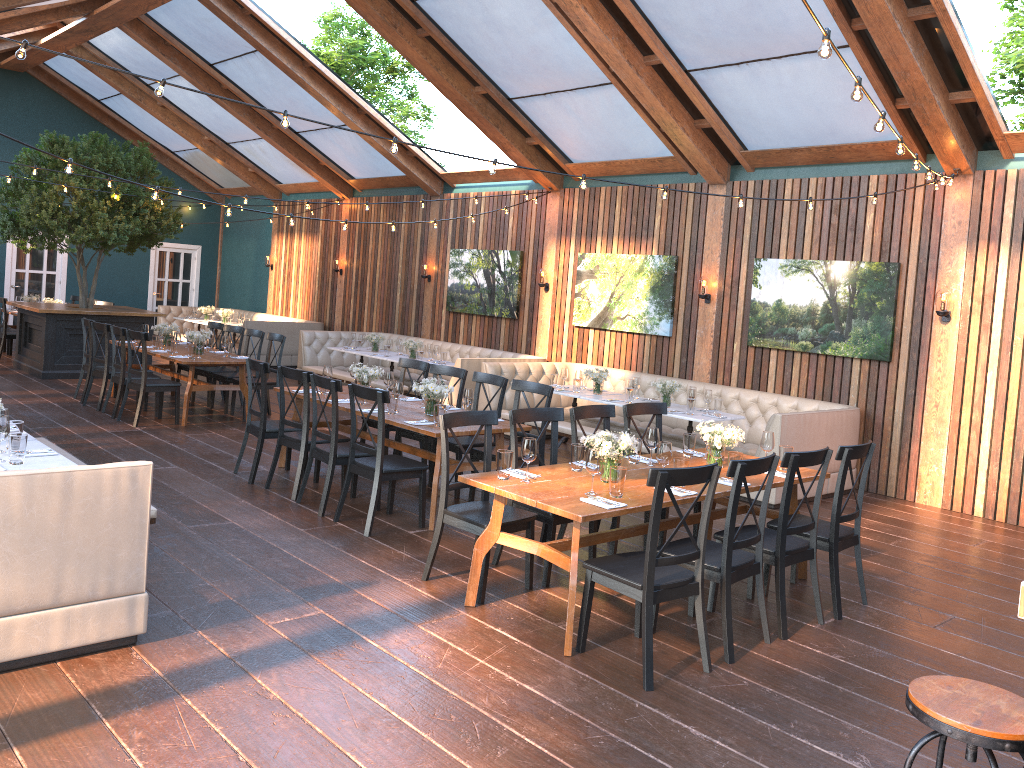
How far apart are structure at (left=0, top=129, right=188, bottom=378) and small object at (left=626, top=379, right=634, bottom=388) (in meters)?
7.63

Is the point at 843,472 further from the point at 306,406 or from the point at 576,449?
the point at 306,406

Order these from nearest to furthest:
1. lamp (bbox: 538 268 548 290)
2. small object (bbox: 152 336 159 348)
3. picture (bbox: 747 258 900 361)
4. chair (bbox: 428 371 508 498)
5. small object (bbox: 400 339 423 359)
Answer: chair (bbox: 428 371 508 498), picture (bbox: 747 258 900 361), small object (bbox: 152 336 159 348), lamp (bbox: 538 268 548 290), small object (bbox: 400 339 423 359)

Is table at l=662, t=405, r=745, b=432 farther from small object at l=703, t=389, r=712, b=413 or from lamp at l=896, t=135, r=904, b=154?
lamp at l=896, t=135, r=904, b=154

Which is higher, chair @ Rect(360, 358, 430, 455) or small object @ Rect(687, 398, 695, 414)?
chair @ Rect(360, 358, 430, 455)

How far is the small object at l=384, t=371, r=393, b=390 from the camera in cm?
781

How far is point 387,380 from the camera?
7.8m

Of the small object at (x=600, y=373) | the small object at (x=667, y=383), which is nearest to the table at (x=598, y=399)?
the small object at (x=600, y=373)

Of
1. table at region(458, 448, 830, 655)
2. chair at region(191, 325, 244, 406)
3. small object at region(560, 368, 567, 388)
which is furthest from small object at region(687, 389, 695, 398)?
chair at region(191, 325, 244, 406)

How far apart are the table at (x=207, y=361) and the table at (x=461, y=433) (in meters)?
2.25
